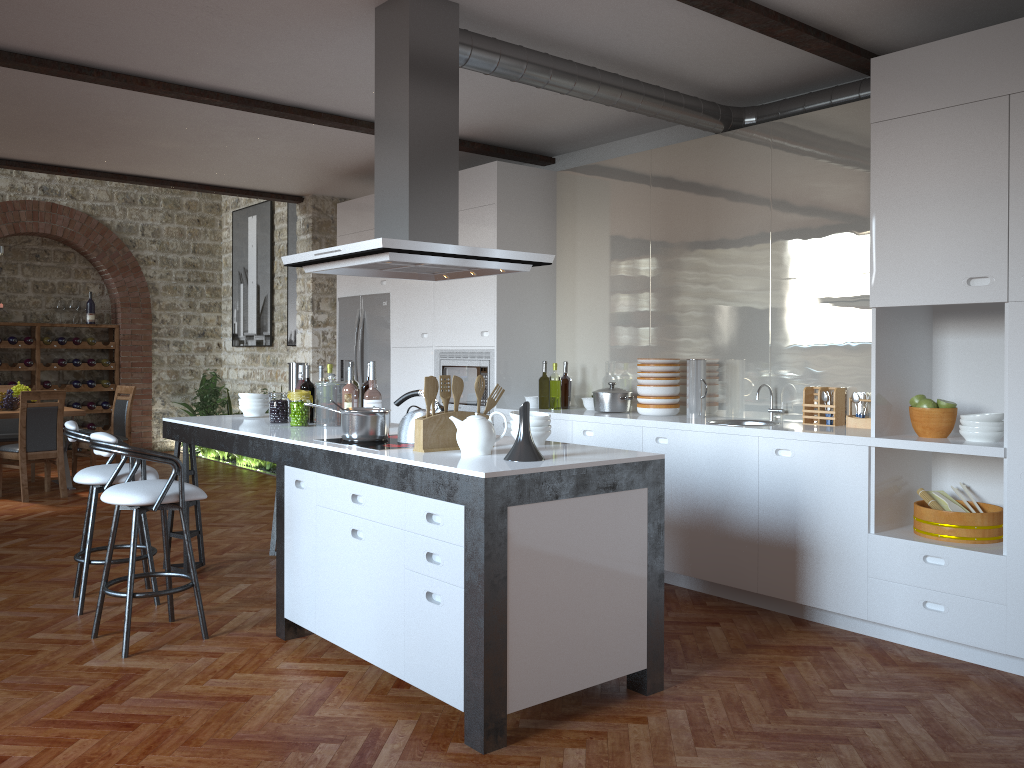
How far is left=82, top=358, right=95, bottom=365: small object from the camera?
11.40m

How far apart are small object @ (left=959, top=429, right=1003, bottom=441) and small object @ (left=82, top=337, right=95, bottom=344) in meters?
10.5 m

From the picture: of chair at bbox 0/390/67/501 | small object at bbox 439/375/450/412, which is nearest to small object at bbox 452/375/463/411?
small object at bbox 439/375/450/412

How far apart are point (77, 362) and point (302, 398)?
7.9 meters

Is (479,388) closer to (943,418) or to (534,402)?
(943,418)

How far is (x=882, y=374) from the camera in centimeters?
414cm

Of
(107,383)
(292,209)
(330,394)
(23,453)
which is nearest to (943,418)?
(330,394)

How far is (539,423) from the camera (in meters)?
3.80

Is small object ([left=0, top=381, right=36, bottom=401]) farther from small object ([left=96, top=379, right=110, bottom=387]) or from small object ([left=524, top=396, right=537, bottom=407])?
small object ([left=524, top=396, right=537, bottom=407])

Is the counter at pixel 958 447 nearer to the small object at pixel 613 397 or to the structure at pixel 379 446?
the small object at pixel 613 397
